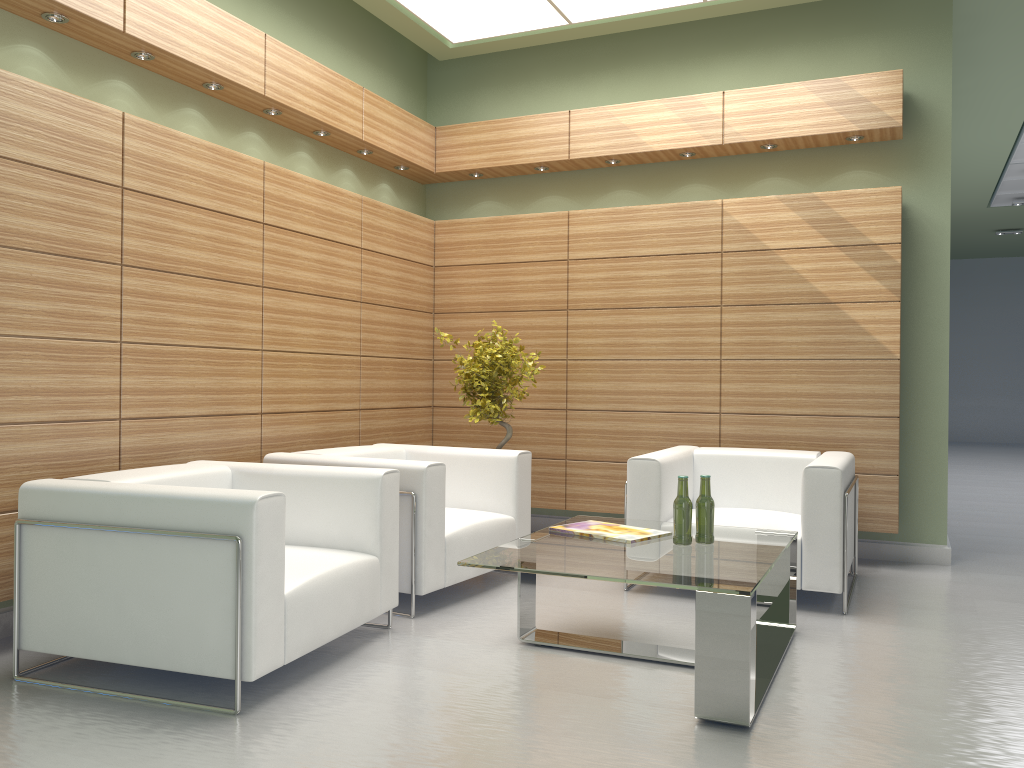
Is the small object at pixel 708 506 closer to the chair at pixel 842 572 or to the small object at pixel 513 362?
the chair at pixel 842 572

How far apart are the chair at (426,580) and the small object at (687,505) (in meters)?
2.02

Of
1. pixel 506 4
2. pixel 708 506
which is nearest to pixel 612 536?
pixel 708 506

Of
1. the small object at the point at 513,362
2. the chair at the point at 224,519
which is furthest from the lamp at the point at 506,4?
the chair at the point at 224,519

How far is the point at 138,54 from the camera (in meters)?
7.17

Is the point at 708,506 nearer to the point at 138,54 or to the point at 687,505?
Result: the point at 687,505

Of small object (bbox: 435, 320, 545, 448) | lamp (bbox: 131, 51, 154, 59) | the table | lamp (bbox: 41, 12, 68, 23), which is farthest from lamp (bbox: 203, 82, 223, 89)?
the table

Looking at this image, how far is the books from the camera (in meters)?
6.28

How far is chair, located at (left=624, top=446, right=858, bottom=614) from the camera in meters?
7.2 m

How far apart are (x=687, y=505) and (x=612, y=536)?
0.6m
